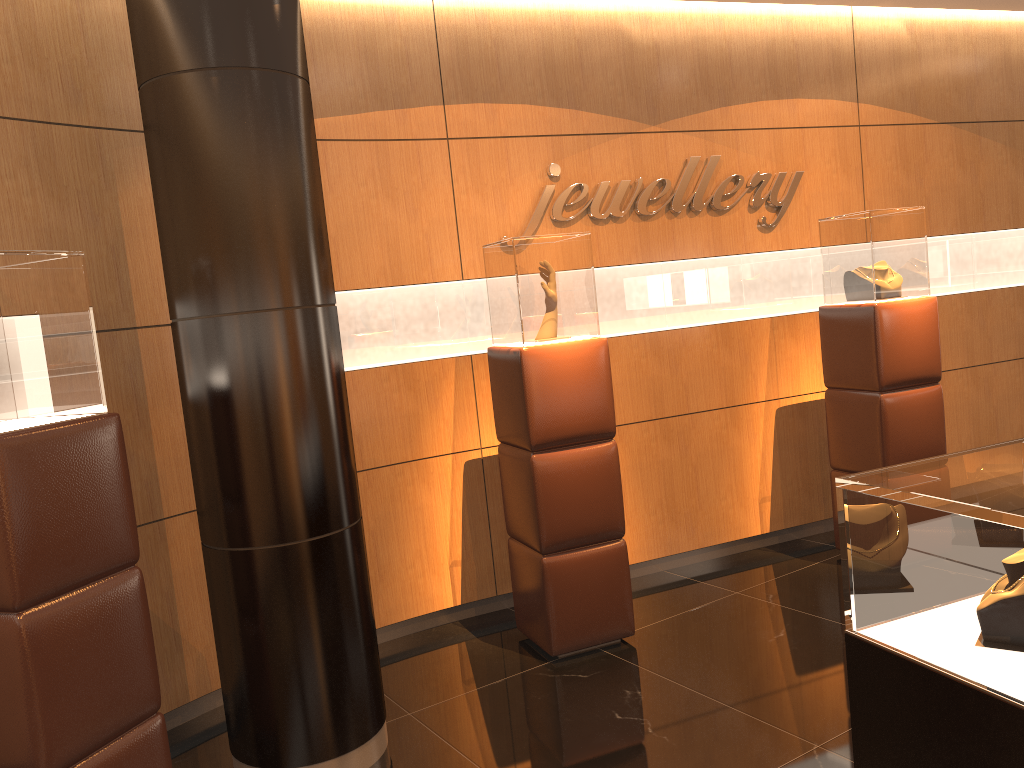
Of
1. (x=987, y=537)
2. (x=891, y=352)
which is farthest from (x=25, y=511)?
(x=891, y=352)

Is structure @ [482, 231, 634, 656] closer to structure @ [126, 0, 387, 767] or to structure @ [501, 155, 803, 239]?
structure @ [501, 155, 803, 239]

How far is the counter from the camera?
1.71m

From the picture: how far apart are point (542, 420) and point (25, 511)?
2.22m

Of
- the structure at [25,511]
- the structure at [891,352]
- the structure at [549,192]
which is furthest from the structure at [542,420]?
the structure at [25,511]

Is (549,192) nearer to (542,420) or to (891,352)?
(542,420)

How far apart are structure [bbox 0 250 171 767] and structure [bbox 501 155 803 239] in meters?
2.6

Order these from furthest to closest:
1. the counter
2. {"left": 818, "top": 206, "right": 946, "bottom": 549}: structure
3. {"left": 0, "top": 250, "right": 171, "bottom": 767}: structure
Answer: {"left": 818, "top": 206, "right": 946, "bottom": 549}: structure
{"left": 0, "top": 250, "right": 171, "bottom": 767}: structure
the counter

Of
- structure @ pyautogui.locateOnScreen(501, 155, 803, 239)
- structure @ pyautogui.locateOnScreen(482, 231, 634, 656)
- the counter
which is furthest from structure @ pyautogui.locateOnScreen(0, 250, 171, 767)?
structure @ pyautogui.locateOnScreen(501, 155, 803, 239)

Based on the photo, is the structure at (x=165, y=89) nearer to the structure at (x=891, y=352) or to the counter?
the counter
